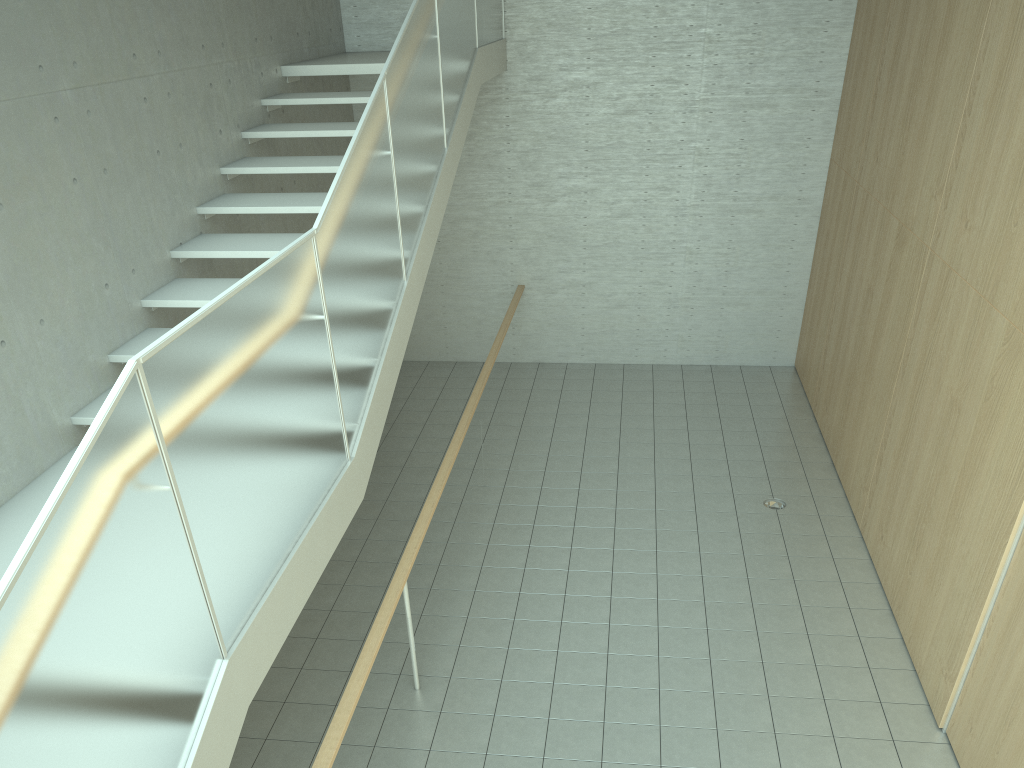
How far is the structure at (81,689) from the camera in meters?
2.0 m

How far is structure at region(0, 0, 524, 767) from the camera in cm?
200

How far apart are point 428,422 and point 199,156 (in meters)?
3.58

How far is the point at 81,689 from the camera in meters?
2.0 m
